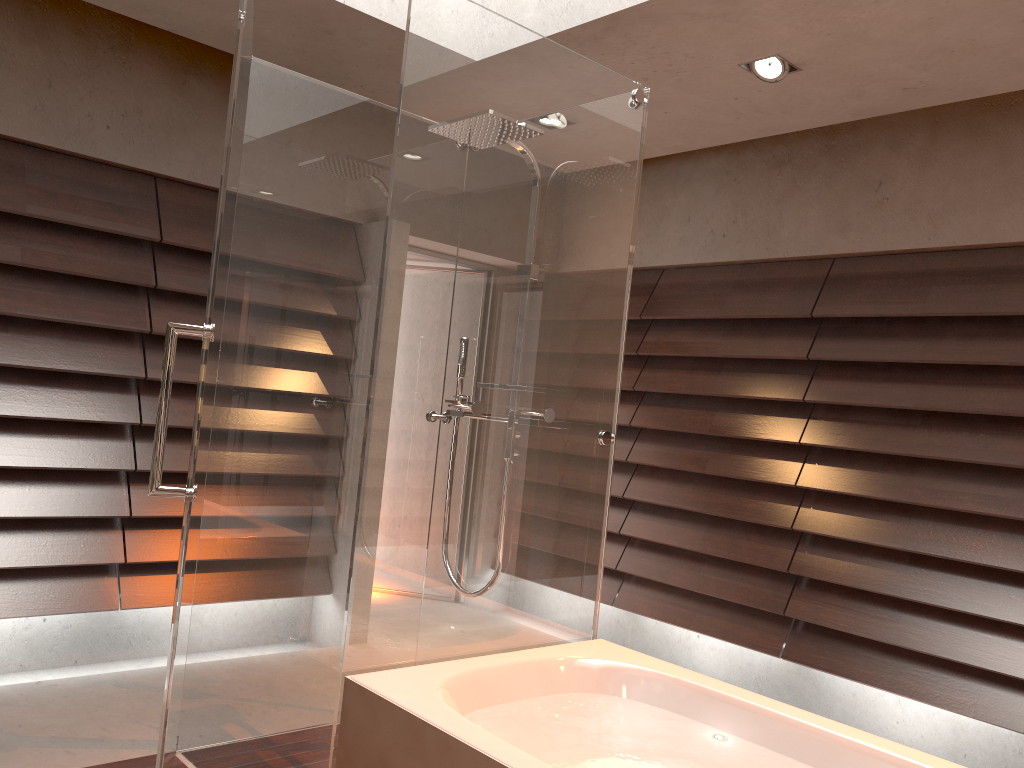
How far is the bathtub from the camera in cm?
190

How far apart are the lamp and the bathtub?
2.1m

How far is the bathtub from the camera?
1.9m

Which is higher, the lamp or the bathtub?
the lamp

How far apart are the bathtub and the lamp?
2.1m

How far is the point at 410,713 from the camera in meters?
1.9 m

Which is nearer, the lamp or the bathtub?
the bathtub

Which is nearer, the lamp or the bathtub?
the bathtub

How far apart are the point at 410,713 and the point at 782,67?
2.6m
